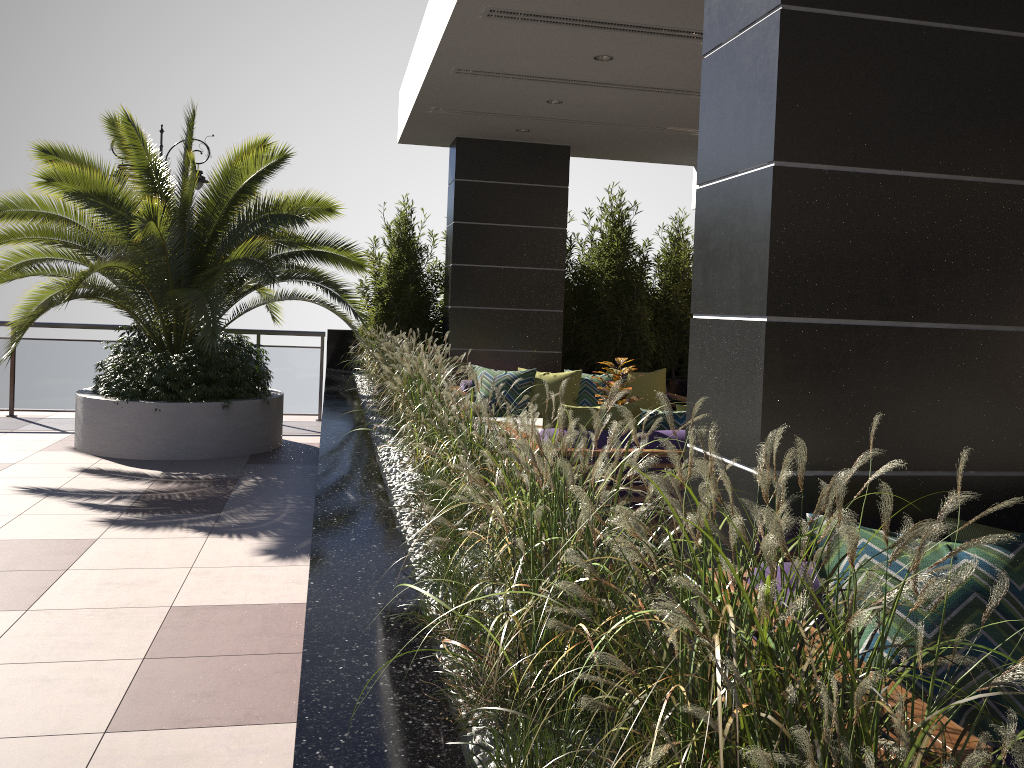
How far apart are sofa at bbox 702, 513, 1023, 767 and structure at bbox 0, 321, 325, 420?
8.7 meters

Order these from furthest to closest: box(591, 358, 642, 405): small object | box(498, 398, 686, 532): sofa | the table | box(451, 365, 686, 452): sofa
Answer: box(451, 365, 686, 452): sofa, the table, box(591, 358, 642, 405): small object, box(498, 398, 686, 532): sofa

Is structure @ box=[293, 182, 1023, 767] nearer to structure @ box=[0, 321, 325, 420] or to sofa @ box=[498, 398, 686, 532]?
structure @ box=[0, 321, 325, 420]

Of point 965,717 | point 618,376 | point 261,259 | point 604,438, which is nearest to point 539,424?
point 618,376

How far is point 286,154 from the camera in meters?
8.0

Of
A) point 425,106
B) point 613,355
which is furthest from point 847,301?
point 613,355

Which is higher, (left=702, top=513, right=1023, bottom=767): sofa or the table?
(left=702, top=513, right=1023, bottom=767): sofa

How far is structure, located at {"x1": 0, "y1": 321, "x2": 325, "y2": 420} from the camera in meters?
9.8 m

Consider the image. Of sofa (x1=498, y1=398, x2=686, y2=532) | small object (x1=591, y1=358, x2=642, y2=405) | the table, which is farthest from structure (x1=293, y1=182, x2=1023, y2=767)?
small object (x1=591, y1=358, x2=642, y2=405)

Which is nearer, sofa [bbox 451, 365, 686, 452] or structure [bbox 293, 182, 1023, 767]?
structure [bbox 293, 182, 1023, 767]
